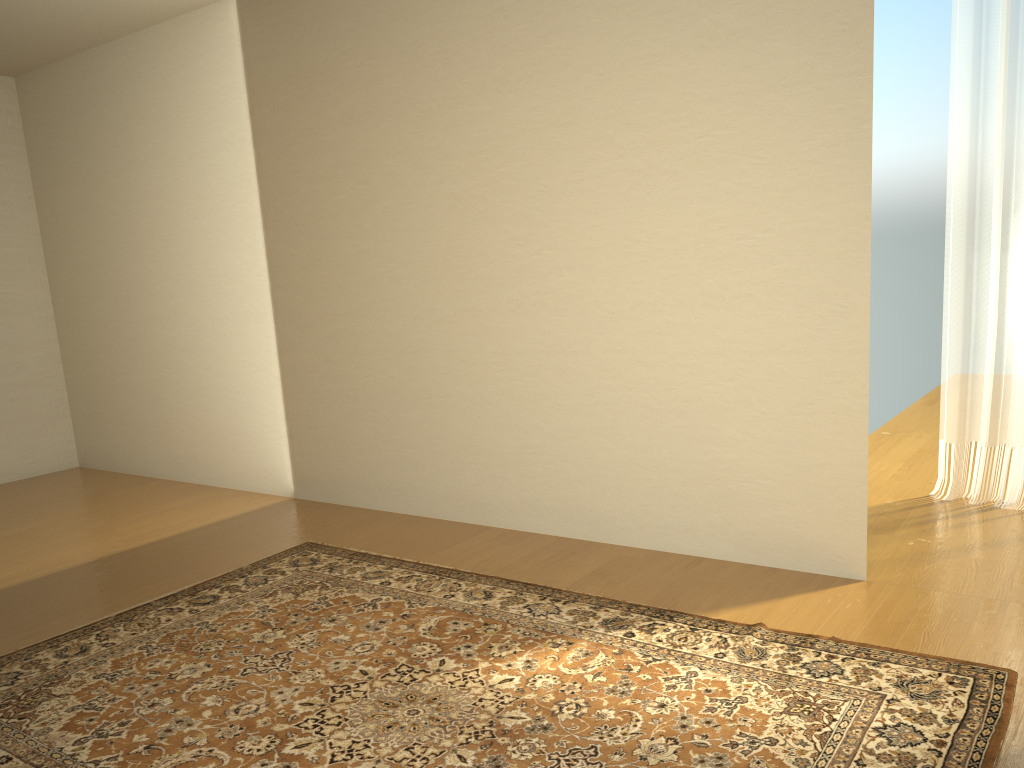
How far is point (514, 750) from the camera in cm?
229

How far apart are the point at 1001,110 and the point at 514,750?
3.49m

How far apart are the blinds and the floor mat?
1.81m

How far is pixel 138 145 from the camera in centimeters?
557cm

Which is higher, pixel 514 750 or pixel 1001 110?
pixel 1001 110

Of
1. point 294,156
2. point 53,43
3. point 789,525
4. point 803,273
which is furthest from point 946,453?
point 53,43

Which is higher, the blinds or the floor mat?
the blinds

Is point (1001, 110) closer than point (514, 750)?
No

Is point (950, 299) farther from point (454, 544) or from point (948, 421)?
point (454, 544)

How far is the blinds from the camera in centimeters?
394cm
